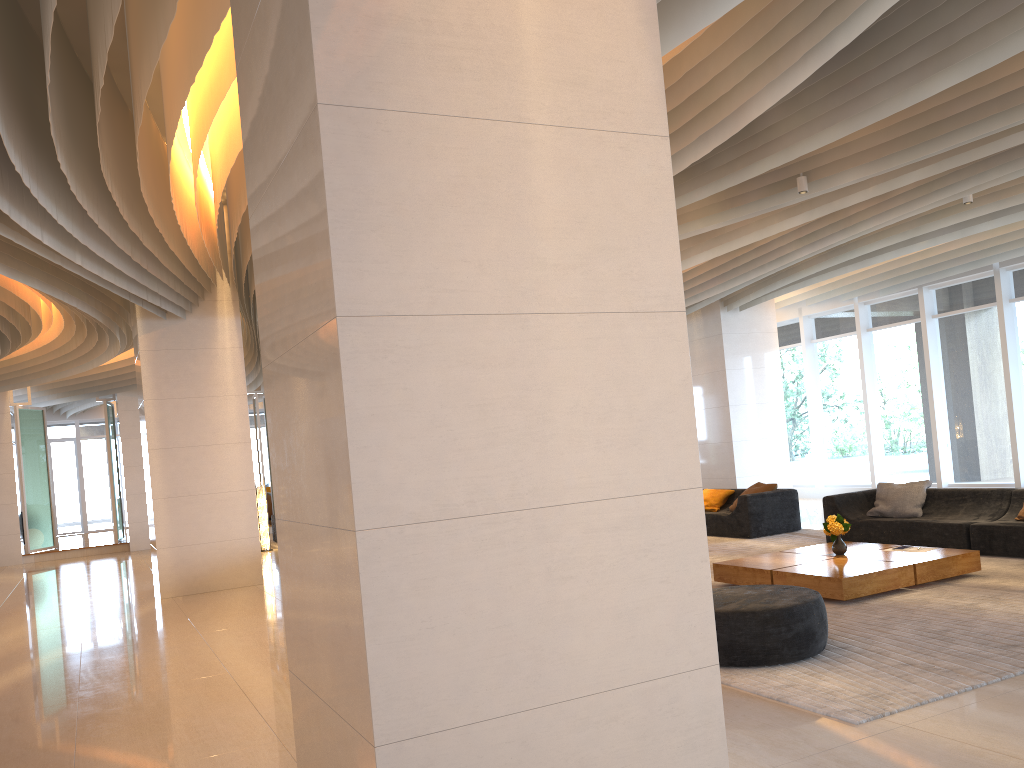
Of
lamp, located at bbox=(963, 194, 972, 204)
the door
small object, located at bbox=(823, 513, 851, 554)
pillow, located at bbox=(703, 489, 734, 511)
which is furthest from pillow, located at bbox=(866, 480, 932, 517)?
the door

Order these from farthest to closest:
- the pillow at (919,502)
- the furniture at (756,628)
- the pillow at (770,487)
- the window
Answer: the window < the pillow at (770,487) < the pillow at (919,502) < the furniture at (756,628)

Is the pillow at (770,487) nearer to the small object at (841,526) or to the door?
the small object at (841,526)

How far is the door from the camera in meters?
25.8 m

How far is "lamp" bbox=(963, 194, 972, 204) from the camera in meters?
8.9 m

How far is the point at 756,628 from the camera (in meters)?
5.26

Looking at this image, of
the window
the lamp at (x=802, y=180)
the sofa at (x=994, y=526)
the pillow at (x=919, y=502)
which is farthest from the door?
the lamp at (x=802, y=180)

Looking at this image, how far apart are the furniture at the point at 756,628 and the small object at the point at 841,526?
2.3m

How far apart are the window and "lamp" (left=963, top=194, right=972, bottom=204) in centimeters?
520cm

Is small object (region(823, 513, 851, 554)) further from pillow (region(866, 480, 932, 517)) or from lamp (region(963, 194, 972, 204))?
lamp (region(963, 194, 972, 204))
